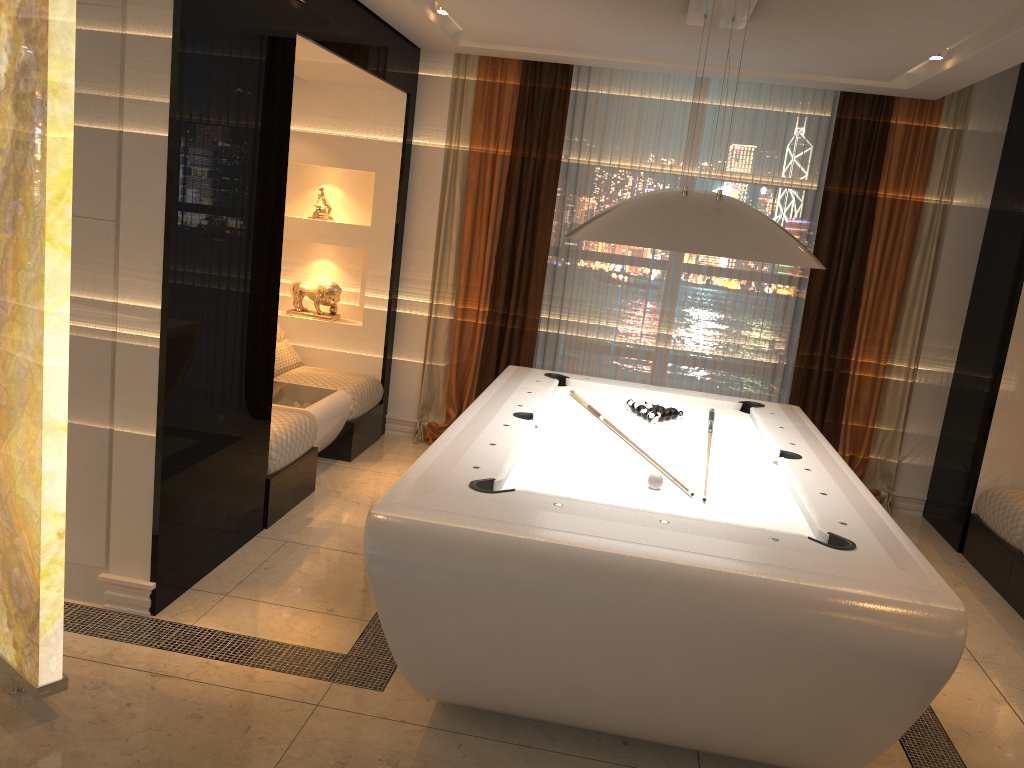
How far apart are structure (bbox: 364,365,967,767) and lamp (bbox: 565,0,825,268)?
0.8 meters

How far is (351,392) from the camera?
5.6m

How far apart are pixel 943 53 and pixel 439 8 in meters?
2.6

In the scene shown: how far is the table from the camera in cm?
498

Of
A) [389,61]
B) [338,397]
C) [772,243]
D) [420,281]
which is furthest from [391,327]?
[772,243]

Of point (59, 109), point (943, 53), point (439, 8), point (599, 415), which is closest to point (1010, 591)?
point (599, 415)

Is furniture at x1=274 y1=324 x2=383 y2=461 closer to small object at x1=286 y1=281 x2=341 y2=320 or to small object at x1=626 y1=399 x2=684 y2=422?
→ small object at x1=286 y1=281 x2=341 y2=320

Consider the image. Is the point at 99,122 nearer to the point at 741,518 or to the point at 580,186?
the point at 741,518

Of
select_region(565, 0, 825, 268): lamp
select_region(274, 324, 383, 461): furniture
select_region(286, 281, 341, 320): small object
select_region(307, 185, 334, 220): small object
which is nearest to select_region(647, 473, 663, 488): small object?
select_region(565, 0, 825, 268): lamp

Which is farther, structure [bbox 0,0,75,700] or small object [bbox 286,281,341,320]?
small object [bbox 286,281,341,320]
